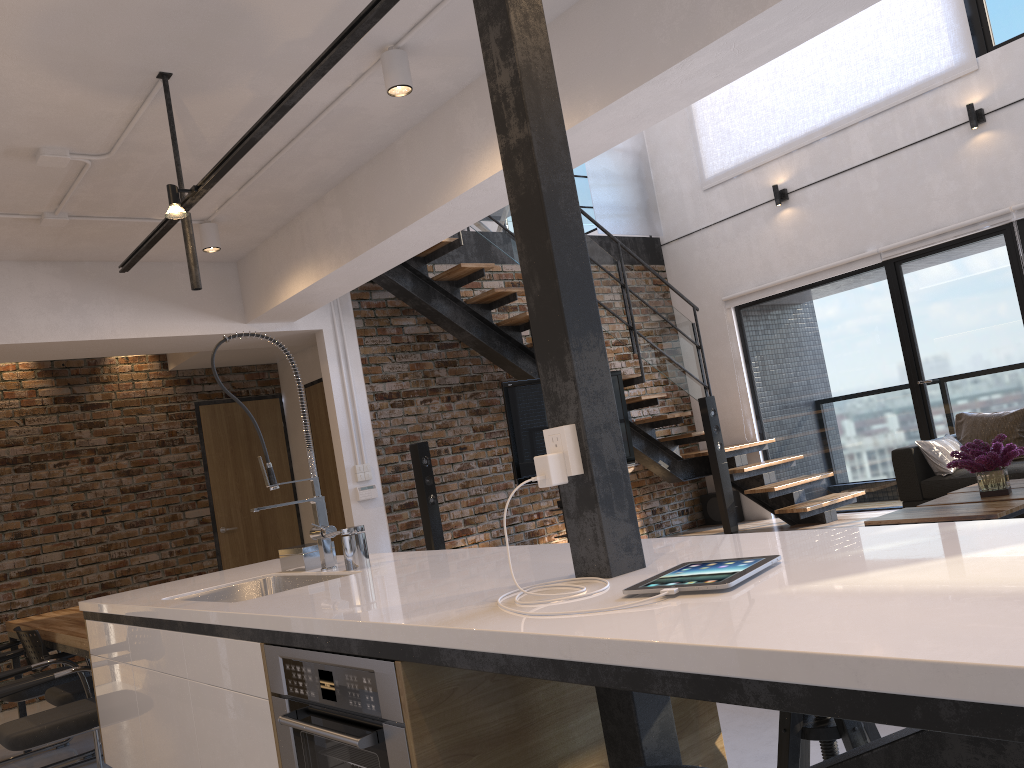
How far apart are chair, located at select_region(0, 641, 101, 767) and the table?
4.2 meters

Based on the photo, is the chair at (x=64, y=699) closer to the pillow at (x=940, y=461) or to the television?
the television

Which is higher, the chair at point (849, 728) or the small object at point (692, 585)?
the small object at point (692, 585)

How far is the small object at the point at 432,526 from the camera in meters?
6.4

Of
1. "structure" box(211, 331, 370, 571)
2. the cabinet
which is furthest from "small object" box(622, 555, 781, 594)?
"structure" box(211, 331, 370, 571)

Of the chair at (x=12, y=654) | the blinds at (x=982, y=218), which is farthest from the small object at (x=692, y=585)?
the blinds at (x=982, y=218)

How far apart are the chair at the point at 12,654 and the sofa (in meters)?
5.21

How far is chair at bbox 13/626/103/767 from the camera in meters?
4.1

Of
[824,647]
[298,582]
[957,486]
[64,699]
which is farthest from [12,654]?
[957,486]

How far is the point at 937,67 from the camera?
6.83m
